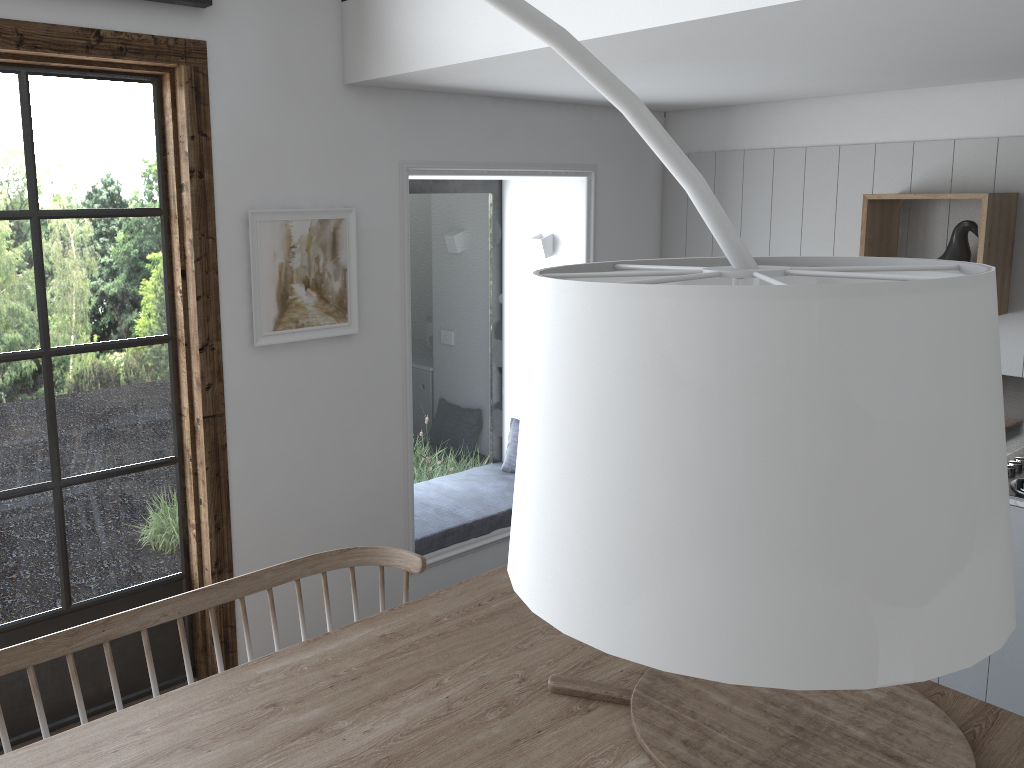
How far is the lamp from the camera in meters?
0.6

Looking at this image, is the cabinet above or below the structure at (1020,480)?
below

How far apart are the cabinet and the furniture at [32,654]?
2.0 meters

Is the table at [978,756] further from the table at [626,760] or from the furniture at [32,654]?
the furniture at [32,654]

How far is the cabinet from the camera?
3.0m

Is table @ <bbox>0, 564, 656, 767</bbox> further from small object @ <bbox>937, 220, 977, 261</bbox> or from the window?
small object @ <bbox>937, 220, 977, 261</bbox>

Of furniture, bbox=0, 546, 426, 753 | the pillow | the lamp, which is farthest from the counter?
the lamp

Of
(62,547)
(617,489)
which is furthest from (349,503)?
(617,489)

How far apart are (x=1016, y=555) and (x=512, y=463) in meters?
2.3 m

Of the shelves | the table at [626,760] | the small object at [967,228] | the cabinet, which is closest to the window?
the table at [626,760]
